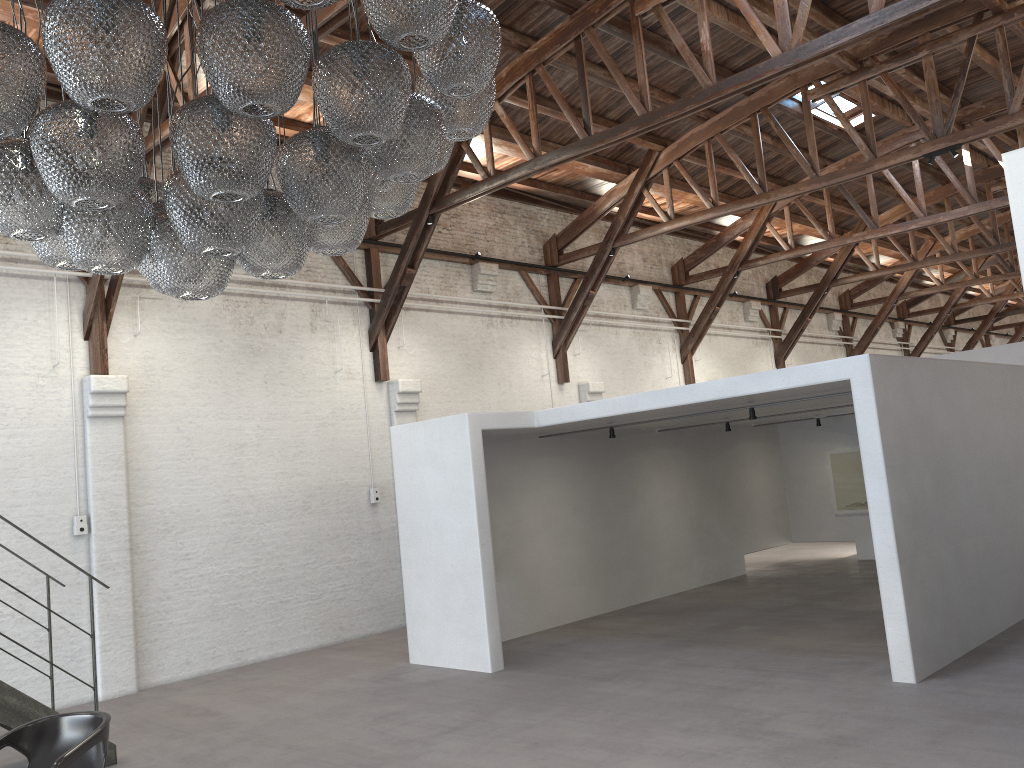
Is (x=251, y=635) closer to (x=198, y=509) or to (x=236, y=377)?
(x=198, y=509)

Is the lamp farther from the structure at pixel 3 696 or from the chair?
the structure at pixel 3 696

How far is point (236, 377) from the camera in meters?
10.6

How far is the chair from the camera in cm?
455

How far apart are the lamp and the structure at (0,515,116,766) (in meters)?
3.83

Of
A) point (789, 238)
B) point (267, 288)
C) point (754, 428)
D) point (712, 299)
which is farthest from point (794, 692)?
point (712, 299)

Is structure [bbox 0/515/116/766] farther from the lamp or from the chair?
the lamp

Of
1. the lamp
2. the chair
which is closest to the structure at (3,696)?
the chair

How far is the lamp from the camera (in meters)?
2.75

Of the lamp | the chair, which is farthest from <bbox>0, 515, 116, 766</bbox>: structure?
the lamp
